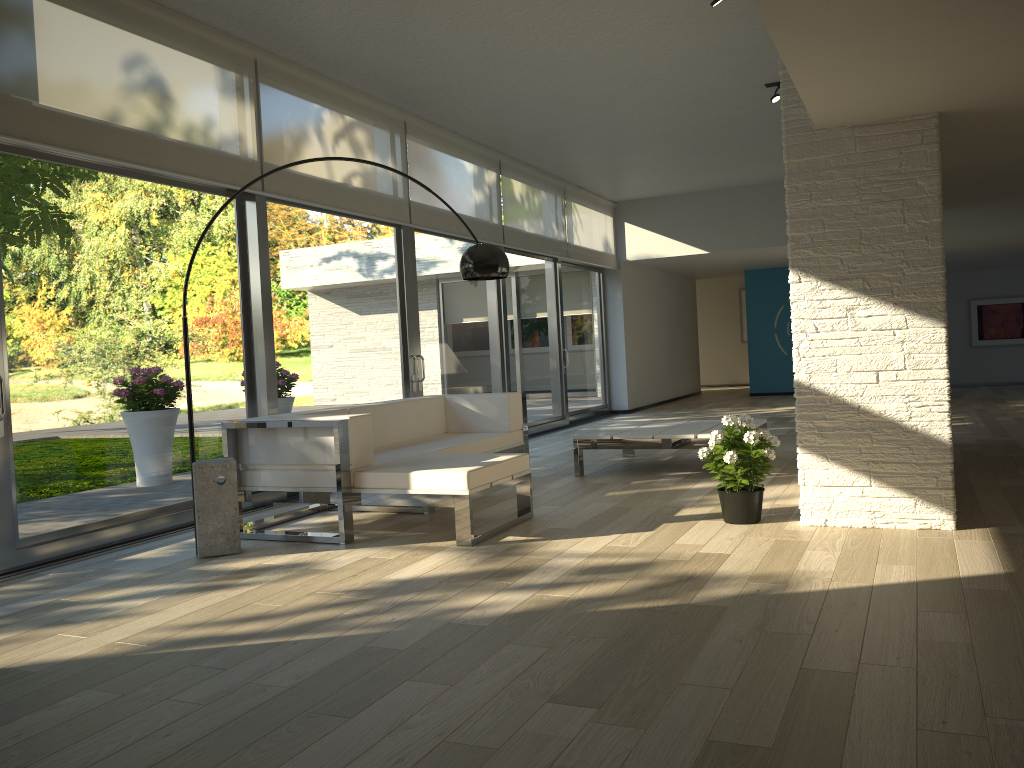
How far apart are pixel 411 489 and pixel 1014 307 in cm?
1359

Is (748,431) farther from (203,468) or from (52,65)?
(52,65)

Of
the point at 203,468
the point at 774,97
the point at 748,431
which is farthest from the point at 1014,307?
the point at 203,468

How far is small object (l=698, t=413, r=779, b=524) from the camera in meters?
4.5

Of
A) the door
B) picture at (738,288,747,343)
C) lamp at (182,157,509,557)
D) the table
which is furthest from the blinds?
picture at (738,288,747,343)

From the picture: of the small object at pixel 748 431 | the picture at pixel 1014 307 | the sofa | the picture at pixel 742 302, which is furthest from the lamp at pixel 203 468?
the picture at pixel 742 302

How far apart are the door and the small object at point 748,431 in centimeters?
290cm

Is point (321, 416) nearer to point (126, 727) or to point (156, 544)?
point (156, 544)

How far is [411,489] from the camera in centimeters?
449cm

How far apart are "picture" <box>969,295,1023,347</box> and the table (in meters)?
9.84
